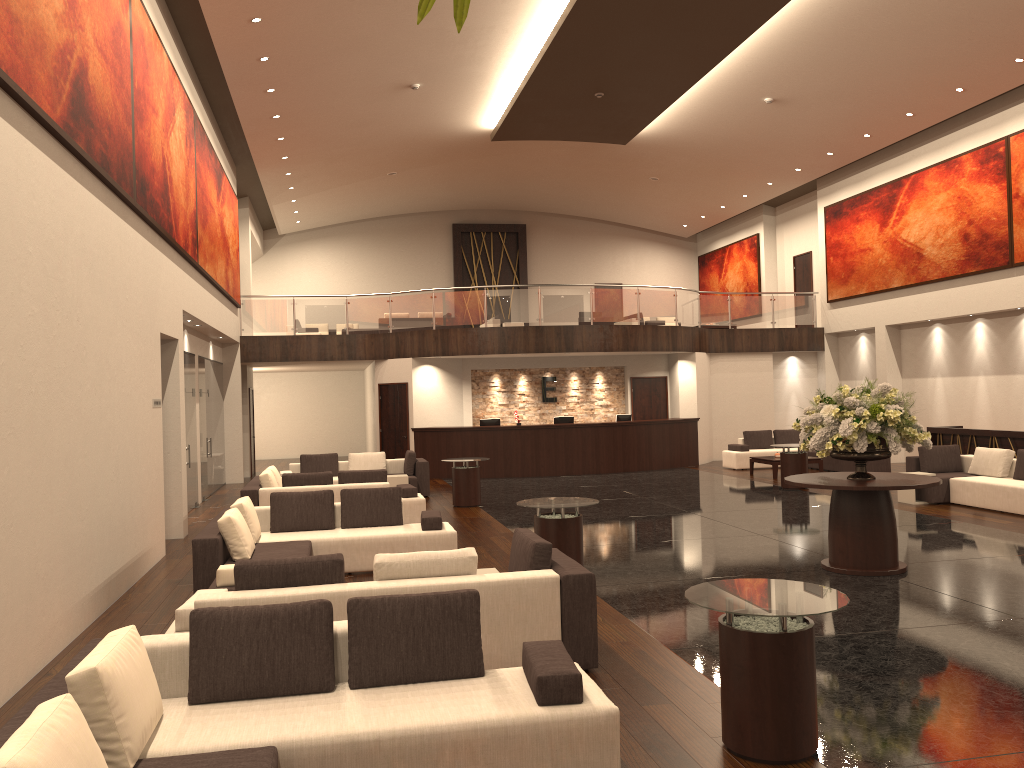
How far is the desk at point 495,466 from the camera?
20.08m

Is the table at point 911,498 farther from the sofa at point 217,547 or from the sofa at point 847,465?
the sofa at point 217,547

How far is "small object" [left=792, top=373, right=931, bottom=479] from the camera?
8.6 meters

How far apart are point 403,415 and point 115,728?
17.24m

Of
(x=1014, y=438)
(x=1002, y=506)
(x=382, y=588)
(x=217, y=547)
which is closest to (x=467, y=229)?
(x=1014, y=438)

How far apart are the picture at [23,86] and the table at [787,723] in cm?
538

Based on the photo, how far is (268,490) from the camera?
12.26m

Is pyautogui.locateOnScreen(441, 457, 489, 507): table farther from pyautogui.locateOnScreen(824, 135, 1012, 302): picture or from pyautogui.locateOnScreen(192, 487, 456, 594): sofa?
pyautogui.locateOnScreen(824, 135, 1012, 302): picture

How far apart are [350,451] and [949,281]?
18.4m

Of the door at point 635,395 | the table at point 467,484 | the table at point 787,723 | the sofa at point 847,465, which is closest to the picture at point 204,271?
the table at point 467,484
